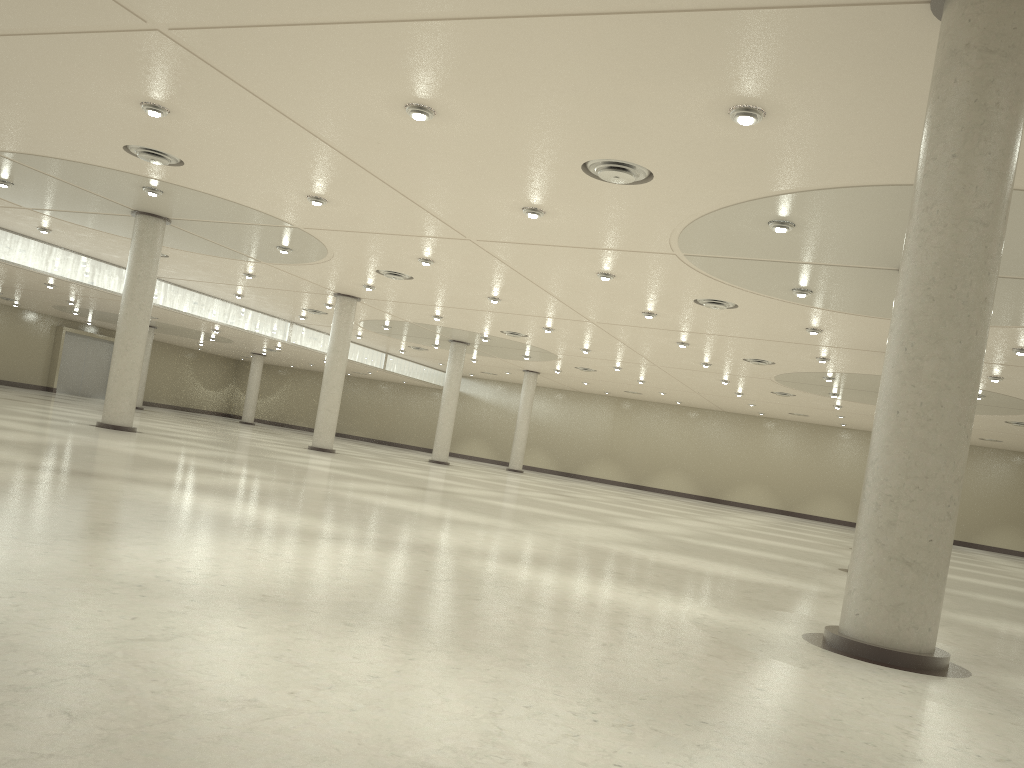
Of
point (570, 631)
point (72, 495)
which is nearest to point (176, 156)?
point (72, 495)
